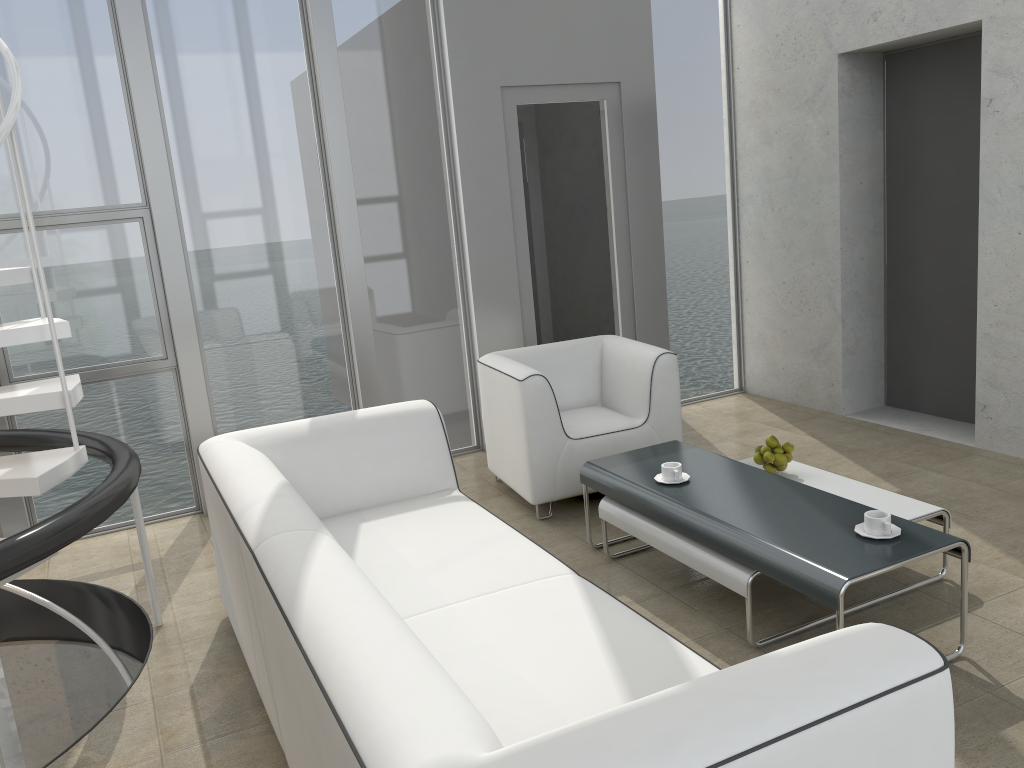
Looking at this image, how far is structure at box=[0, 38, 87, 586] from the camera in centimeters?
271cm

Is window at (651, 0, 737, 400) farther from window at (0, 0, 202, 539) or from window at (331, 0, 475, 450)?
window at (0, 0, 202, 539)

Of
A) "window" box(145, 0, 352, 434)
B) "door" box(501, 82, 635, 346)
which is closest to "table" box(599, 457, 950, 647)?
"door" box(501, 82, 635, 346)

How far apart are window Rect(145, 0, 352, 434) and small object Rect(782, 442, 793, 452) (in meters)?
2.49

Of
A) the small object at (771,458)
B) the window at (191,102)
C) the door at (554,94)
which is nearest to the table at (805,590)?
the small object at (771,458)

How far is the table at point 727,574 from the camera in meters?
2.9 m

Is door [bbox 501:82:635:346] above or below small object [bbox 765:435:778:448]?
above

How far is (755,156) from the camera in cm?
571

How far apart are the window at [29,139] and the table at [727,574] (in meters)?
2.35

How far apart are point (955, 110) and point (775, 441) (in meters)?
2.44
